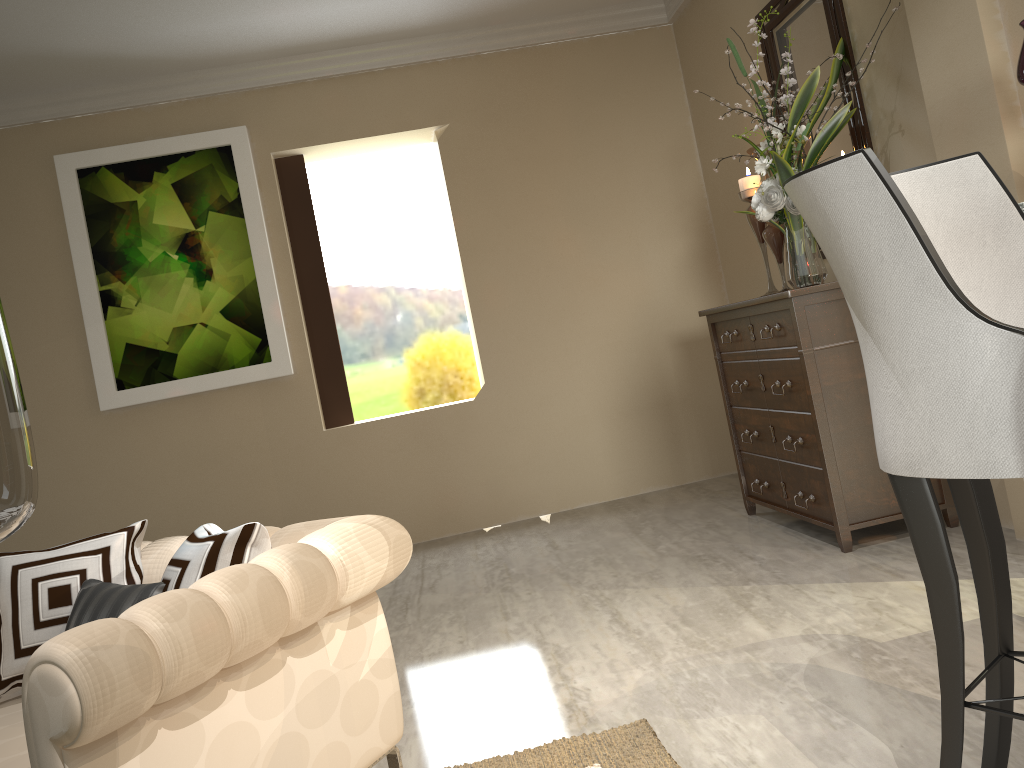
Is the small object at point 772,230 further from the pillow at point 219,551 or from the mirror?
the pillow at point 219,551

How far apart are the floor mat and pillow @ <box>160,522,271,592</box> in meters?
0.6

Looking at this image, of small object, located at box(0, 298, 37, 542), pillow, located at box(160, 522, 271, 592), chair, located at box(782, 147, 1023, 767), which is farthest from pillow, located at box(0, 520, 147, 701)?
chair, located at box(782, 147, 1023, 767)

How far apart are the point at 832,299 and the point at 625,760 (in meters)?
1.61

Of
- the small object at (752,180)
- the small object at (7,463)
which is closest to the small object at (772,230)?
the small object at (752,180)

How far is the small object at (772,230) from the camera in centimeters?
324cm

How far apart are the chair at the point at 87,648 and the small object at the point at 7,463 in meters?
0.5 m

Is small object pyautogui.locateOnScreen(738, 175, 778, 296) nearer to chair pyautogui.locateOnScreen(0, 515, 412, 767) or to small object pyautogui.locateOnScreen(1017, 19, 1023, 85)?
small object pyautogui.locateOnScreen(1017, 19, 1023, 85)

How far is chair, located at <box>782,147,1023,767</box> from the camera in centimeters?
100cm

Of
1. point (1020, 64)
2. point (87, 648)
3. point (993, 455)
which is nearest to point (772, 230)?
point (1020, 64)
